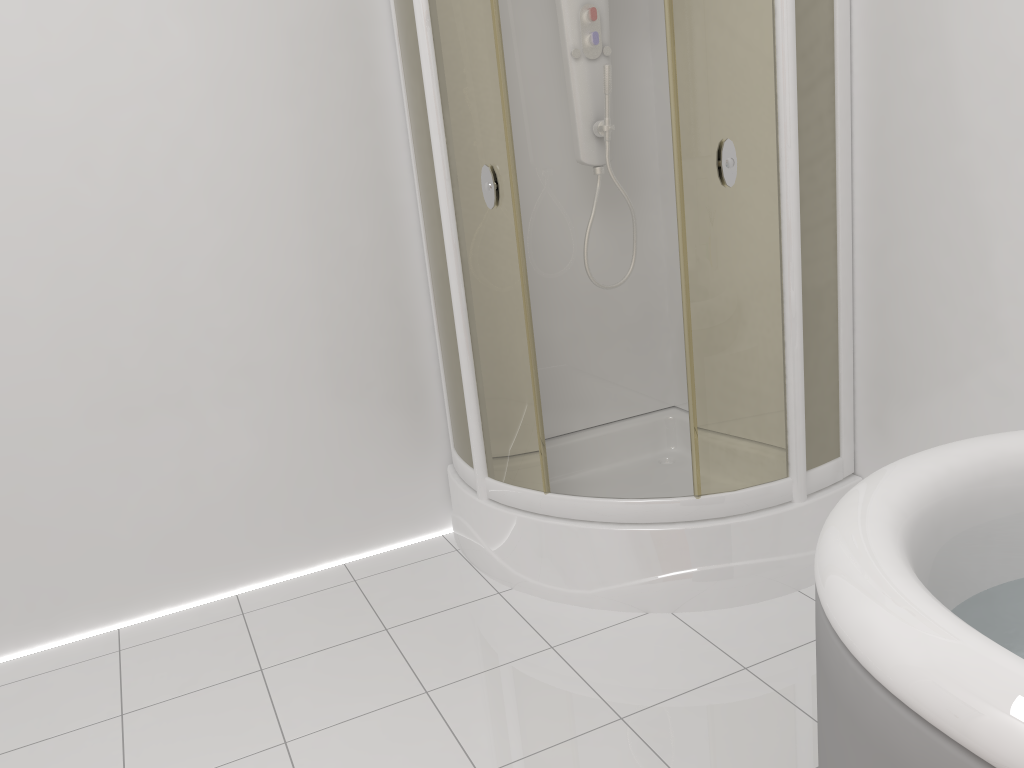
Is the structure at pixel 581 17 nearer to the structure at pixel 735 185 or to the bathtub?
the structure at pixel 735 185

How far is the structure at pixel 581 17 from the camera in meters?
2.5 m

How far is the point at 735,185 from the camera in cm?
207

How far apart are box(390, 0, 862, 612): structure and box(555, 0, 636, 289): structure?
0.2m

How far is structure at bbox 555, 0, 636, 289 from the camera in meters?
2.5 m

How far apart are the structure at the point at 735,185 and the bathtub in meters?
0.7 m

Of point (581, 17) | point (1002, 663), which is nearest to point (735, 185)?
point (581, 17)

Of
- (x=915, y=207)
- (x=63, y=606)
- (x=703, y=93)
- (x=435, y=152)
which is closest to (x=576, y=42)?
(x=435, y=152)

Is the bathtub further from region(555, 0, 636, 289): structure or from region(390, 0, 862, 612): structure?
region(555, 0, 636, 289): structure

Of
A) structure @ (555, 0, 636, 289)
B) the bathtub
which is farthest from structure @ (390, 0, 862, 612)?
the bathtub
